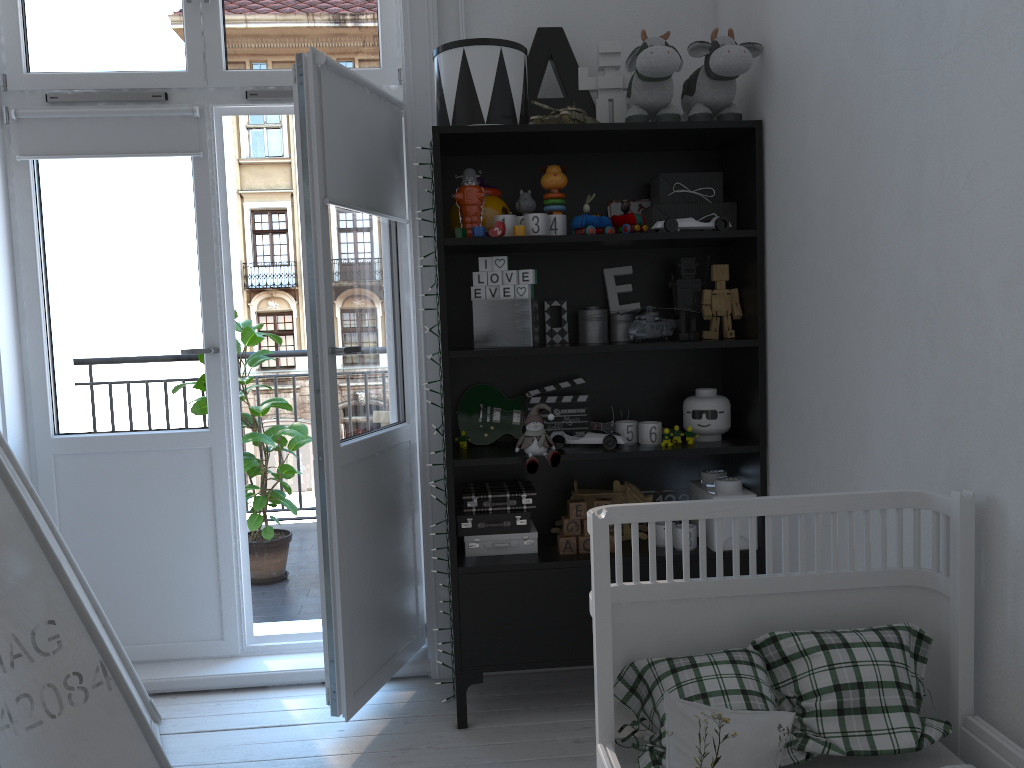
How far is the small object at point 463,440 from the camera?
2.7 meters

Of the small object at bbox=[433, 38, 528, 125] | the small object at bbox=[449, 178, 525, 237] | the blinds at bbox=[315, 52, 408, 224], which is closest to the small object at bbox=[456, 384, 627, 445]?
the small object at bbox=[449, 178, 525, 237]

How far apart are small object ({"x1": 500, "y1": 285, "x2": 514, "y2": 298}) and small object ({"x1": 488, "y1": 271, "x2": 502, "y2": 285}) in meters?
0.0

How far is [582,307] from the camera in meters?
2.8

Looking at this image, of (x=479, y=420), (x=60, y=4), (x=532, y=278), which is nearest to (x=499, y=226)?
(x=532, y=278)

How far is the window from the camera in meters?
2.8 m

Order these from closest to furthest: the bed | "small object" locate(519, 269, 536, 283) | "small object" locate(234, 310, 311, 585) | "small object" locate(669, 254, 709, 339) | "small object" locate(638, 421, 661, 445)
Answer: the bed, "small object" locate(519, 269, 536, 283), "small object" locate(638, 421, 661, 445), "small object" locate(669, 254, 709, 339), "small object" locate(234, 310, 311, 585)

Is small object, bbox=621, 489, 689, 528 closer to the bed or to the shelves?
the shelves

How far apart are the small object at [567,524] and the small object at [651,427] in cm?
30

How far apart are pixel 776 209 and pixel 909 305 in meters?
0.7 m
